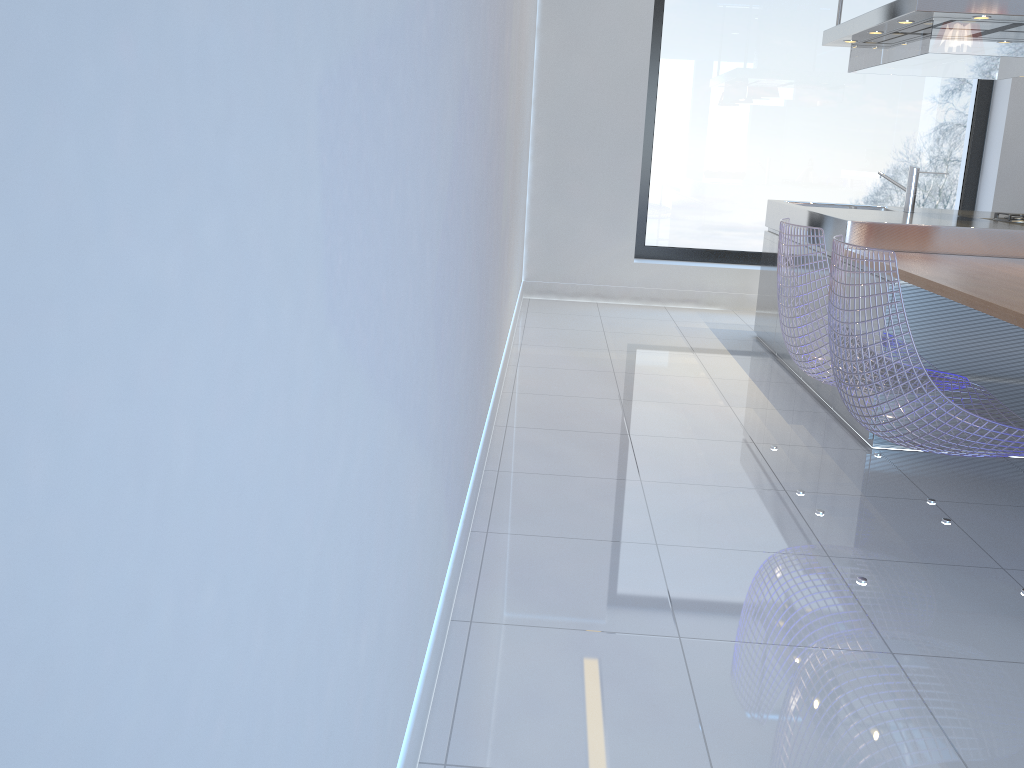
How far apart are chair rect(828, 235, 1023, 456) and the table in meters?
0.2

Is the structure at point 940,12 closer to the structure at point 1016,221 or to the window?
the structure at point 1016,221

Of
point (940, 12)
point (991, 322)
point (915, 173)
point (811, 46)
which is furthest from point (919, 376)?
point (811, 46)

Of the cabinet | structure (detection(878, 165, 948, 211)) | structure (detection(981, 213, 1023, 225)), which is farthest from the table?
structure (detection(878, 165, 948, 211))

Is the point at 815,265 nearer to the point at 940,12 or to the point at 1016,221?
the point at 940,12

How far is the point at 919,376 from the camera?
2.19m

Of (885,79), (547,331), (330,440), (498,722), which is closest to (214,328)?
(330,440)

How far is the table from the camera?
2.5 meters

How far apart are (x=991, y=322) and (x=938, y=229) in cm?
64

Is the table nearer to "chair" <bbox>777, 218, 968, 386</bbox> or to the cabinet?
the cabinet
